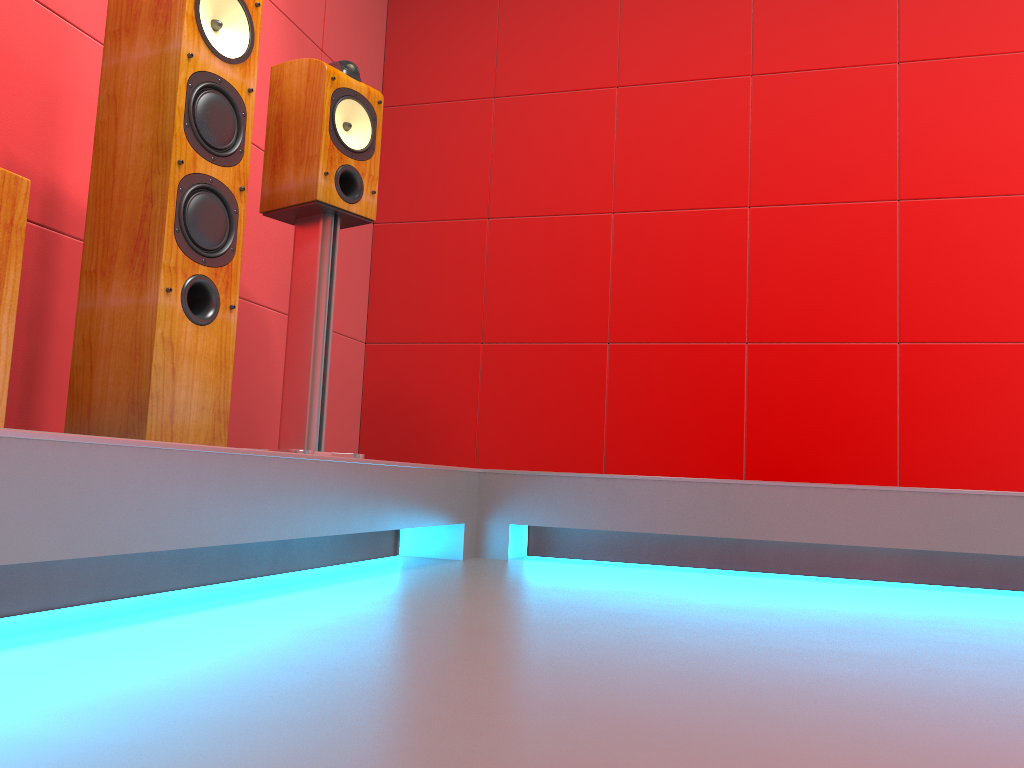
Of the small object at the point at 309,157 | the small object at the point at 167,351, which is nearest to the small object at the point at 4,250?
the small object at the point at 167,351

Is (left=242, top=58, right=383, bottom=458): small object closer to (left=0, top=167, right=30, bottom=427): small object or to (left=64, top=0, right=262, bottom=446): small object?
(left=64, top=0, right=262, bottom=446): small object

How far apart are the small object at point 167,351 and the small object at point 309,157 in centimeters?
34cm

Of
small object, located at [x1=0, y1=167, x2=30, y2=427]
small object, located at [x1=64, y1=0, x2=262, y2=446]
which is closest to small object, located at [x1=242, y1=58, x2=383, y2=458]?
small object, located at [x1=64, y1=0, x2=262, y2=446]

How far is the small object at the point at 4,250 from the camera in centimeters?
120cm

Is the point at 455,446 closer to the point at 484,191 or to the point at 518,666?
the point at 484,191

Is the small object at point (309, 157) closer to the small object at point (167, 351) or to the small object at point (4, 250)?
the small object at point (167, 351)

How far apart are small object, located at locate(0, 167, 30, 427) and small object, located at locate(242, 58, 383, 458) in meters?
0.9 m

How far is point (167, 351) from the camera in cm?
167

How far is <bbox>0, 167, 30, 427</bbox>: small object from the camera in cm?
120
